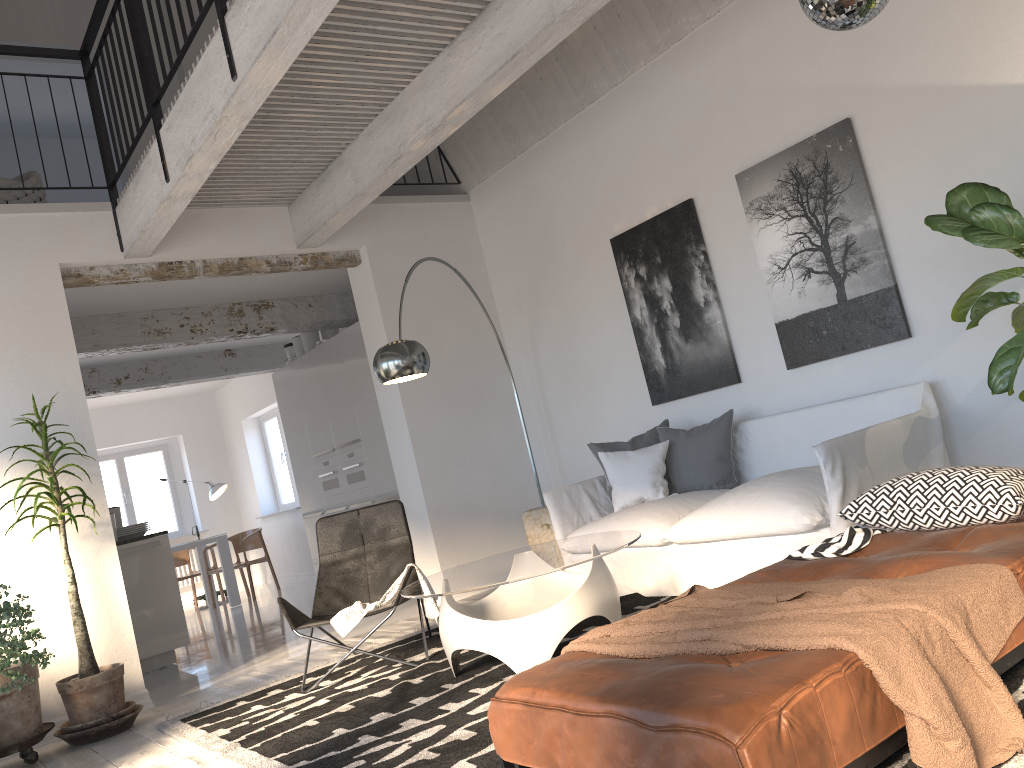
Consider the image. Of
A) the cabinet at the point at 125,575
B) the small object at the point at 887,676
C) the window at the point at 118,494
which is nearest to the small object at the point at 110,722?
the cabinet at the point at 125,575

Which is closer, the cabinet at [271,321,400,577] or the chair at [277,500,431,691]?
the chair at [277,500,431,691]

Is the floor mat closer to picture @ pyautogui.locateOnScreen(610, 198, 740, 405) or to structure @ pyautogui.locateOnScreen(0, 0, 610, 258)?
picture @ pyautogui.locateOnScreen(610, 198, 740, 405)

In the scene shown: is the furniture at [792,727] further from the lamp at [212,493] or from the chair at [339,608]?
the lamp at [212,493]

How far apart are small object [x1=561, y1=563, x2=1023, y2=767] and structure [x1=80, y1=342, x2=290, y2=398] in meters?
8.3

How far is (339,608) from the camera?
4.86m

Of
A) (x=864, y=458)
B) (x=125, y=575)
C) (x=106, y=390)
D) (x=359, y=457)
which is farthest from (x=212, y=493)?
(x=864, y=458)

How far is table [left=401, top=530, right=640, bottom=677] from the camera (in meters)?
3.57

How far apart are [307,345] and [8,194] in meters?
3.4

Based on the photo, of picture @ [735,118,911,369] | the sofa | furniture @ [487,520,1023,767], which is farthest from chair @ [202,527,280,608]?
furniture @ [487,520,1023,767]
